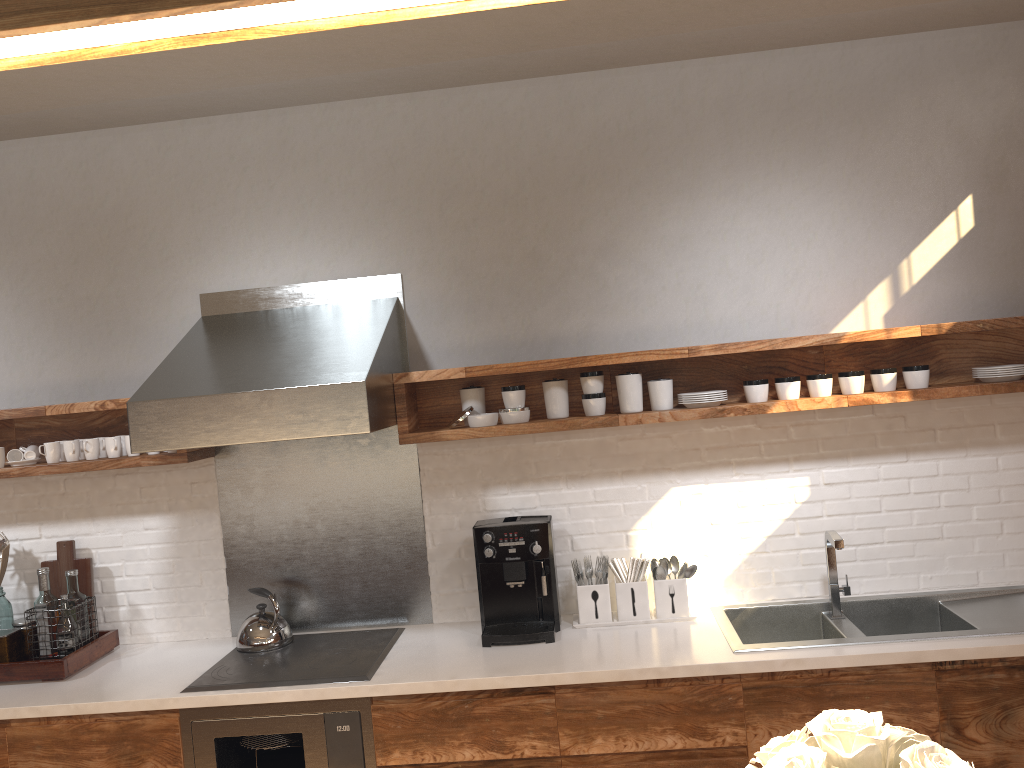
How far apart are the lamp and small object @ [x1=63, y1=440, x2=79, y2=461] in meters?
2.8 m

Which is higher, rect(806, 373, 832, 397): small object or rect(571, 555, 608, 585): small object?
rect(806, 373, 832, 397): small object

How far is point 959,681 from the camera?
2.63m

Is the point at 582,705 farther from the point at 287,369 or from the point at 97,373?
the point at 97,373

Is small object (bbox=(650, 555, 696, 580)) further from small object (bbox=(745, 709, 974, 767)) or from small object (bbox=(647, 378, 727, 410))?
small object (bbox=(745, 709, 974, 767))

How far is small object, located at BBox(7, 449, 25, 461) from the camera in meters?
3.4

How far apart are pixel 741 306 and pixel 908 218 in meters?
0.7 m

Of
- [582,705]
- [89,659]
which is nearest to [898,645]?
[582,705]

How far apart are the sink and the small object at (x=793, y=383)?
0.8 meters

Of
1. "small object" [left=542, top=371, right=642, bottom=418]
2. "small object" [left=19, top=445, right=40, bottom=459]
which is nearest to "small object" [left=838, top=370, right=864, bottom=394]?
"small object" [left=542, top=371, right=642, bottom=418]
